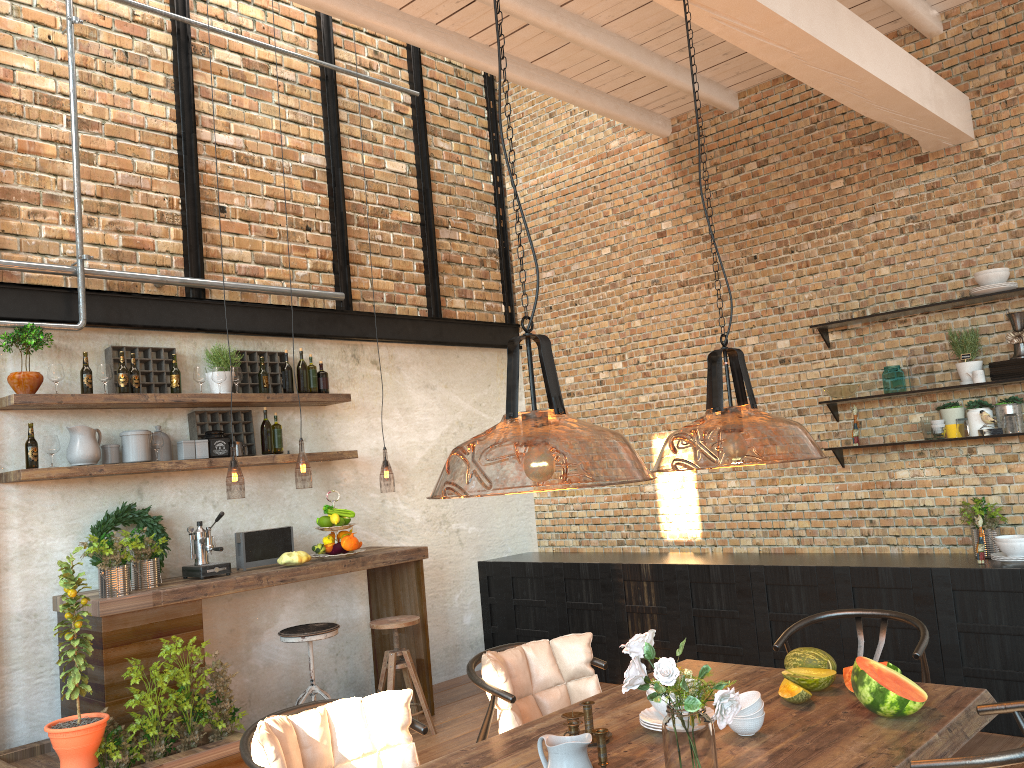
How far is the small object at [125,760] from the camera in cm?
407

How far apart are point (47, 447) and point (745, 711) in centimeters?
383cm

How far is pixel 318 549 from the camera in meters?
5.5 m

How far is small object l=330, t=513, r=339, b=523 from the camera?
5.5m

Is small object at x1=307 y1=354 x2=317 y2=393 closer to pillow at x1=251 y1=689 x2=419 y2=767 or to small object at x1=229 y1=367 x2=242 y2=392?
small object at x1=229 y1=367 x2=242 y2=392

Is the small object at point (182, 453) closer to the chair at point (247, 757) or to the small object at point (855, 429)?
the chair at point (247, 757)

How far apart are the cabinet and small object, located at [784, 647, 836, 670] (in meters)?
1.92

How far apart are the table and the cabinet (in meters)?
1.83

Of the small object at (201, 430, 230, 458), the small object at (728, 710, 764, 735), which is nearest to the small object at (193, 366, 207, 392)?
the small object at (201, 430, 230, 458)

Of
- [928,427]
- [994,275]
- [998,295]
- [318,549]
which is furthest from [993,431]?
[318,549]
